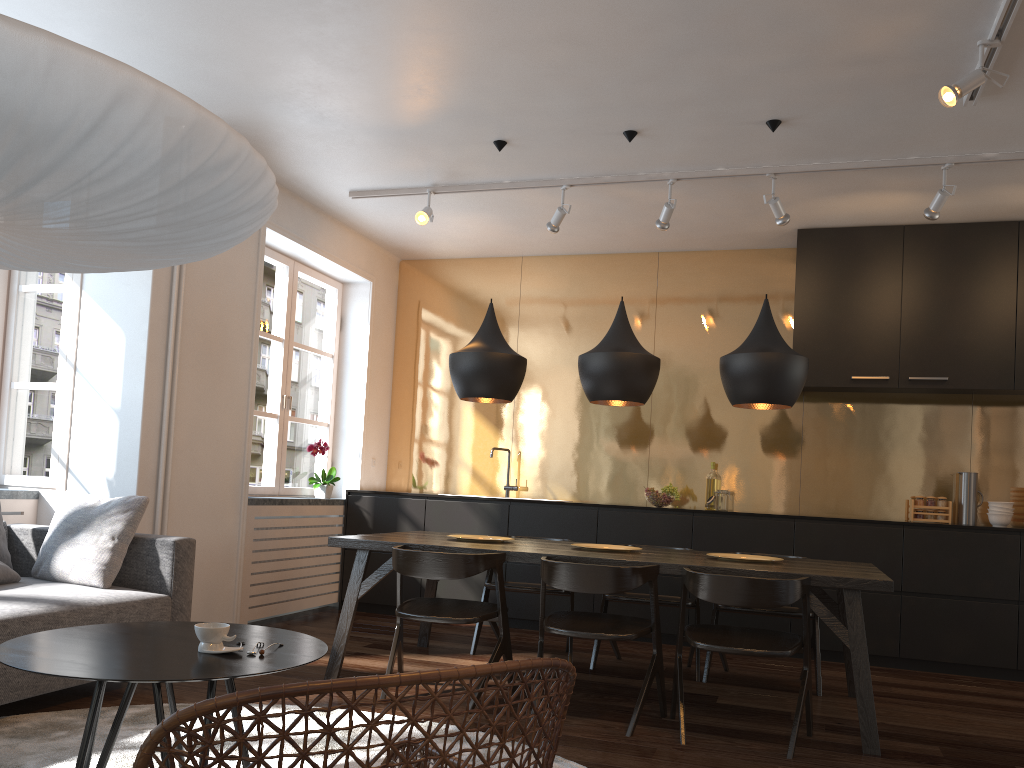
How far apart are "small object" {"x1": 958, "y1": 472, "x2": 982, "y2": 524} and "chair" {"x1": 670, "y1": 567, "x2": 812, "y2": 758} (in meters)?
2.72

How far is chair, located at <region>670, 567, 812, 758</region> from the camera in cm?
330

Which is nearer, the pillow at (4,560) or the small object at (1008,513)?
the pillow at (4,560)

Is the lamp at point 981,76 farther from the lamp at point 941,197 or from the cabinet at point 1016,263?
the cabinet at point 1016,263

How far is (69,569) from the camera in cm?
378

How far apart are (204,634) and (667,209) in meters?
3.7

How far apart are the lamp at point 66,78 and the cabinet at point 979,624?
4.0m

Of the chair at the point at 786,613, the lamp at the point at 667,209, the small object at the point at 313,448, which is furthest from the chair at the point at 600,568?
the small object at the point at 313,448

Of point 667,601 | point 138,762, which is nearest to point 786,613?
point 667,601

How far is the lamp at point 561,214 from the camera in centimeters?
532cm
